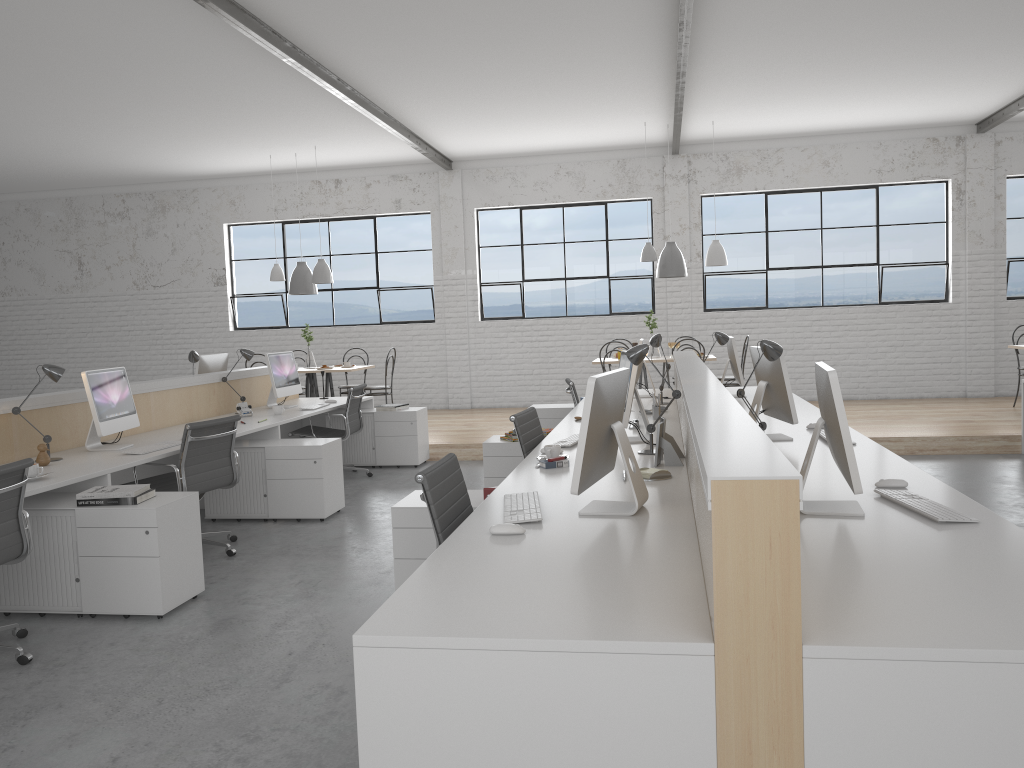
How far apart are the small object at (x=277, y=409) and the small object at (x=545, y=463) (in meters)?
2.78

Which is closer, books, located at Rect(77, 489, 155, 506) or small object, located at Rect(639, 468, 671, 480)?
small object, located at Rect(639, 468, 671, 480)

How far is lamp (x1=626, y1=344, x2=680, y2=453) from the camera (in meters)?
3.29

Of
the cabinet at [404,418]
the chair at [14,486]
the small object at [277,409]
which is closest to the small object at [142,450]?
the chair at [14,486]

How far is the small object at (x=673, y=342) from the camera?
7.5m

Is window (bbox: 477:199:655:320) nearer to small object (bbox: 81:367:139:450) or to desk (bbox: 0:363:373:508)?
desk (bbox: 0:363:373:508)

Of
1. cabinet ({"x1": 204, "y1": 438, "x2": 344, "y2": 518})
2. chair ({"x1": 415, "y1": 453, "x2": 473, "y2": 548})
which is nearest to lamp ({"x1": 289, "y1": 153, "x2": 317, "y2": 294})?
cabinet ({"x1": 204, "y1": 438, "x2": 344, "y2": 518})

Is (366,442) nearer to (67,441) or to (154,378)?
(67,441)

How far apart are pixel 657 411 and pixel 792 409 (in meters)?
1.06

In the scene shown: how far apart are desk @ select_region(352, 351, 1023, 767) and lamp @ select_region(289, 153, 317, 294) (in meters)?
3.71
